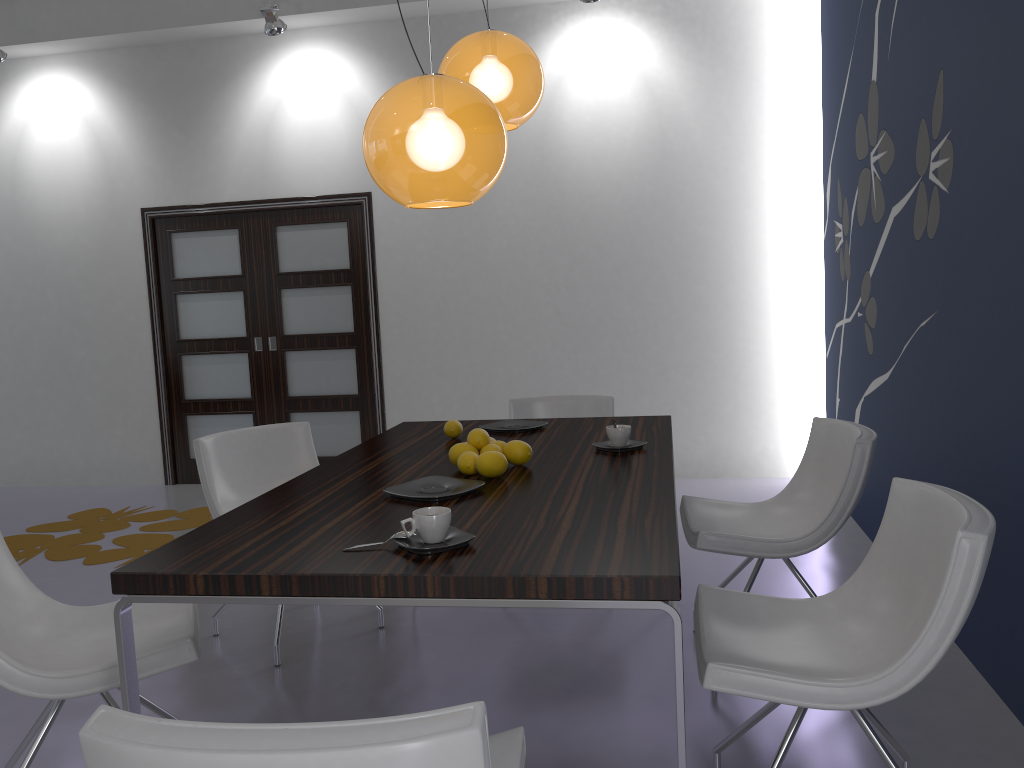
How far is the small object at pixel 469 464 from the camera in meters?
2.5

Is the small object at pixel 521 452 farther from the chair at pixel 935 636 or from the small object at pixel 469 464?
the chair at pixel 935 636

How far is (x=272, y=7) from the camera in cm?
549

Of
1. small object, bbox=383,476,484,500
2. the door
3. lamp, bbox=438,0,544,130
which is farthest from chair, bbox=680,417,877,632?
the door

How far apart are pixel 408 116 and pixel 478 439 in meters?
1.0

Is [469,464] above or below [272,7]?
below

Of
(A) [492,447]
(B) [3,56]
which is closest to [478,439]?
(A) [492,447]

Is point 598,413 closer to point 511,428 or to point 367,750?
point 511,428

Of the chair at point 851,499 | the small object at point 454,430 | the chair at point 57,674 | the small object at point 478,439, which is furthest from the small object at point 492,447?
the chair at point 57,674

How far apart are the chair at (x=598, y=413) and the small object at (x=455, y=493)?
1.80m
